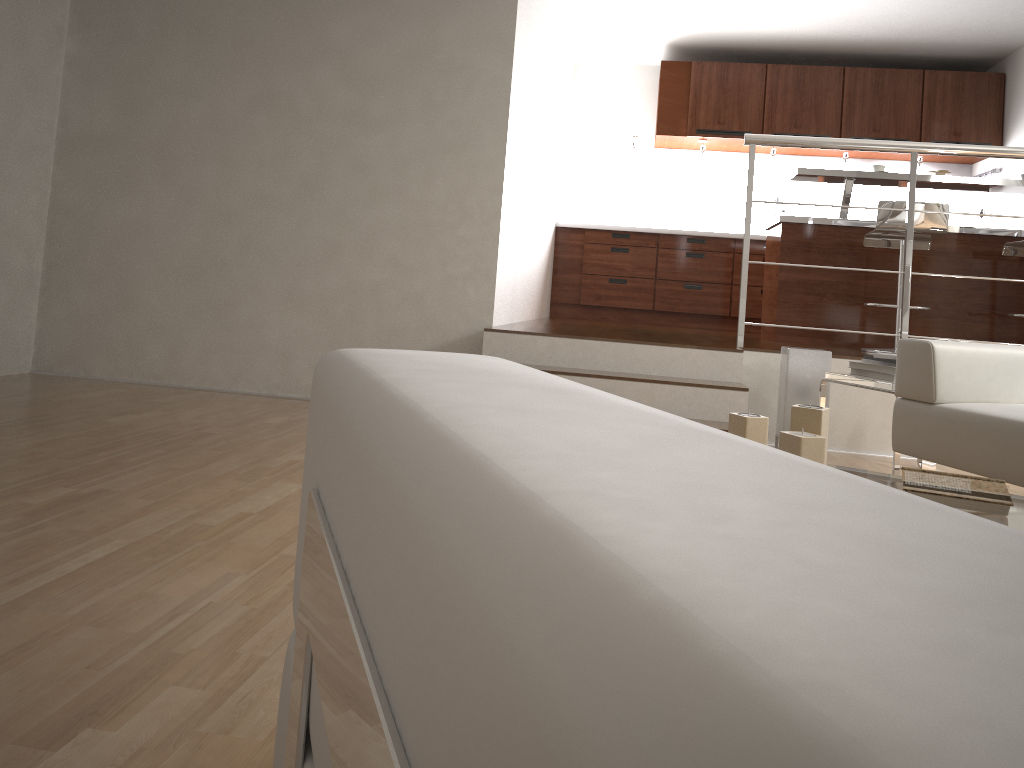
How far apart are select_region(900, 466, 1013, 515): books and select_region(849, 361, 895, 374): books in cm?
168

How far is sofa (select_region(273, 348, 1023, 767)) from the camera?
0.13m

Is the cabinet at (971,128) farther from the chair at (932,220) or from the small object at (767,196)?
the chair at (932,220)

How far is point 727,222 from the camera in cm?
753

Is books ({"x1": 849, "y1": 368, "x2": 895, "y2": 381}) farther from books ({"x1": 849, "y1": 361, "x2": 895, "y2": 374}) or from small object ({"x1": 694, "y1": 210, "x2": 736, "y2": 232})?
small object ({"x1": 694, "y1": 210, "x2": 736, "y2": 232})

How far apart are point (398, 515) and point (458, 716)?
0.1m

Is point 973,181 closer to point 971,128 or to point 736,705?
point 971,128

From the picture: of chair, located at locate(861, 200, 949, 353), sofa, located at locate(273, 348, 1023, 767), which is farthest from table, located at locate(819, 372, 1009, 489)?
sofa, located at locate(273, 348, 1023, 767)

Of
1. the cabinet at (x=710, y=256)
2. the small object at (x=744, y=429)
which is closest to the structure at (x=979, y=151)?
the small object at (x=744, y=429)

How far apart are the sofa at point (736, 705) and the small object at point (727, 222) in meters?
7.2
